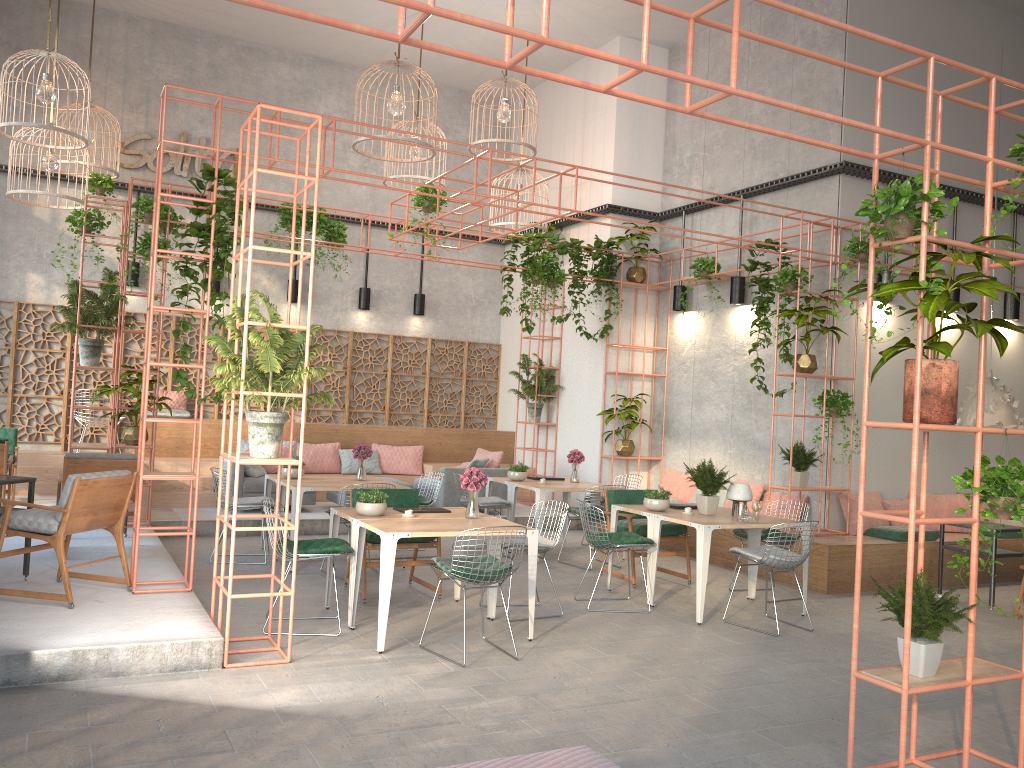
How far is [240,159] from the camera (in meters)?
6.21

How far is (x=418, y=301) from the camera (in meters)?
15.16

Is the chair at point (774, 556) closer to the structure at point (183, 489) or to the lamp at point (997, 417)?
the lamp at point (997, 417)

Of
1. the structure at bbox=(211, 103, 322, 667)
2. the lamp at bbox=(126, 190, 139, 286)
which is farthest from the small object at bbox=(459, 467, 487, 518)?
the lamp at bbox=(126, 190, 139, 286)

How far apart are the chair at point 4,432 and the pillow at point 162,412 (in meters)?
1.90

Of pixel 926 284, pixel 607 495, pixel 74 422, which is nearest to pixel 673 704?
pixel 926 284

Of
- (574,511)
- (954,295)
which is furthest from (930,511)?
(574,511)

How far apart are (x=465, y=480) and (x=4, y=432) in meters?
7.5

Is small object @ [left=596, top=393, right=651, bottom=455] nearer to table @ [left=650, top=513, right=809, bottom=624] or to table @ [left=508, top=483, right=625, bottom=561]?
table @ [left=508, top=483, right=625, bottom=561]

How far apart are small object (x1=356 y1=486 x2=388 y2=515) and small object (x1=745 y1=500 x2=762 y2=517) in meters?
3.4
